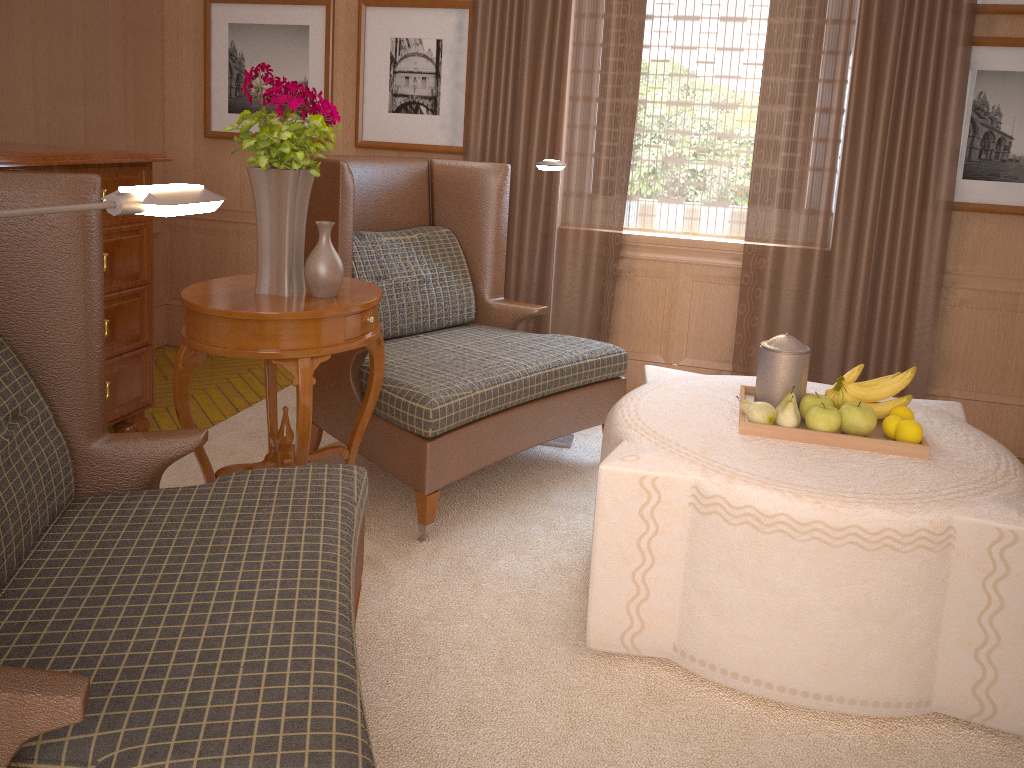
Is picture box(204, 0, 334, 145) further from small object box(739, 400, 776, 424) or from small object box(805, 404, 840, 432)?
small object box(805, 404, 840, 432)

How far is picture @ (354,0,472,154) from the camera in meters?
7.0

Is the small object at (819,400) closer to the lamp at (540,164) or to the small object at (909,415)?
the small object at (909,415)

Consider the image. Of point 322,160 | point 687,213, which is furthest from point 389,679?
point 687,213

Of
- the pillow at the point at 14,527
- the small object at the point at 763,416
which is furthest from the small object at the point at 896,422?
the pillow at the point at 14,527

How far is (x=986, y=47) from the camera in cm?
612

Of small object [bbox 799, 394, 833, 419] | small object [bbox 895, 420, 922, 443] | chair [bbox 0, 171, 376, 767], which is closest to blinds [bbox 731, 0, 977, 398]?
small object [bbox 799, 394, 833, 419]

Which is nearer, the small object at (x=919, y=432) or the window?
the small object at (x=919, y=432)

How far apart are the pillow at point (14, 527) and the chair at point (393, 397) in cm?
187

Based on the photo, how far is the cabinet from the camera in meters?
5.1 m
